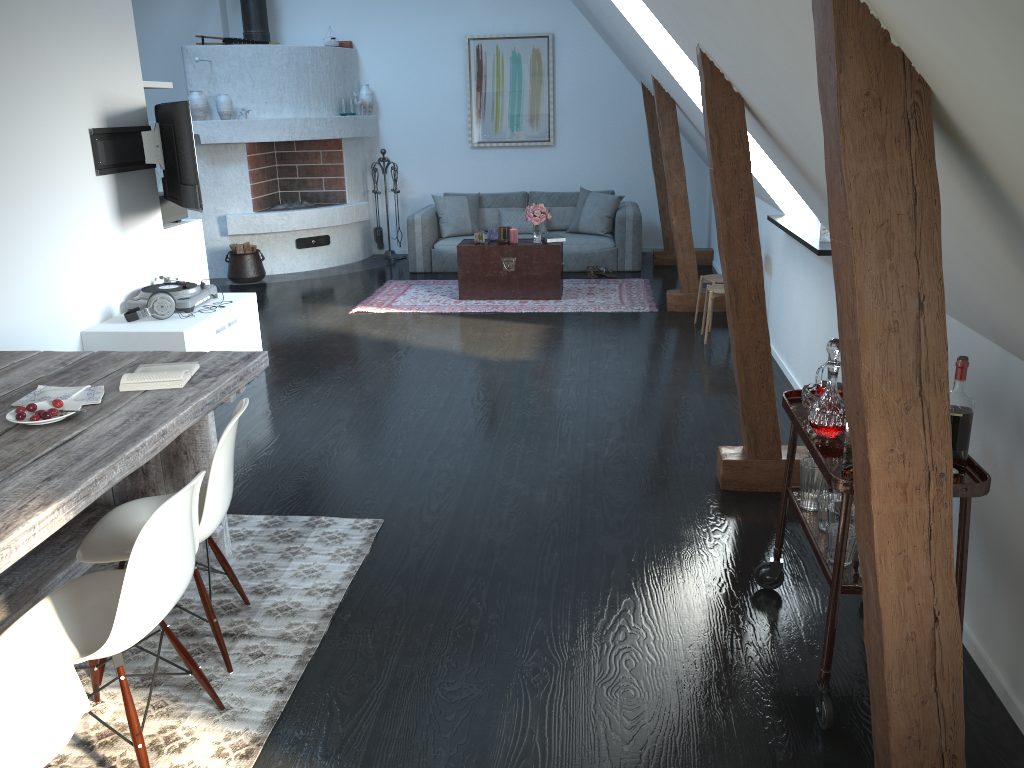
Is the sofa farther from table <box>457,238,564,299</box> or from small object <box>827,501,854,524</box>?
small object <box>827,501,854,524</box>

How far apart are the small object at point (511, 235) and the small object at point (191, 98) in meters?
3.2

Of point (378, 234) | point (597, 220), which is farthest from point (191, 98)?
point (597, 220)

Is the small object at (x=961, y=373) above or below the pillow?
above

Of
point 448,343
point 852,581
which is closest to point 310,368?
point 448,343

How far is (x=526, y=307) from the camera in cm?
760

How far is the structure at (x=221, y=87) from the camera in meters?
8.9

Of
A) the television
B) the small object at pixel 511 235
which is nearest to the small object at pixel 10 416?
the television

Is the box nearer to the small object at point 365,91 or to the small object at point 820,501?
the small object at point 365,91

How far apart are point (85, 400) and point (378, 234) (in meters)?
7.46
